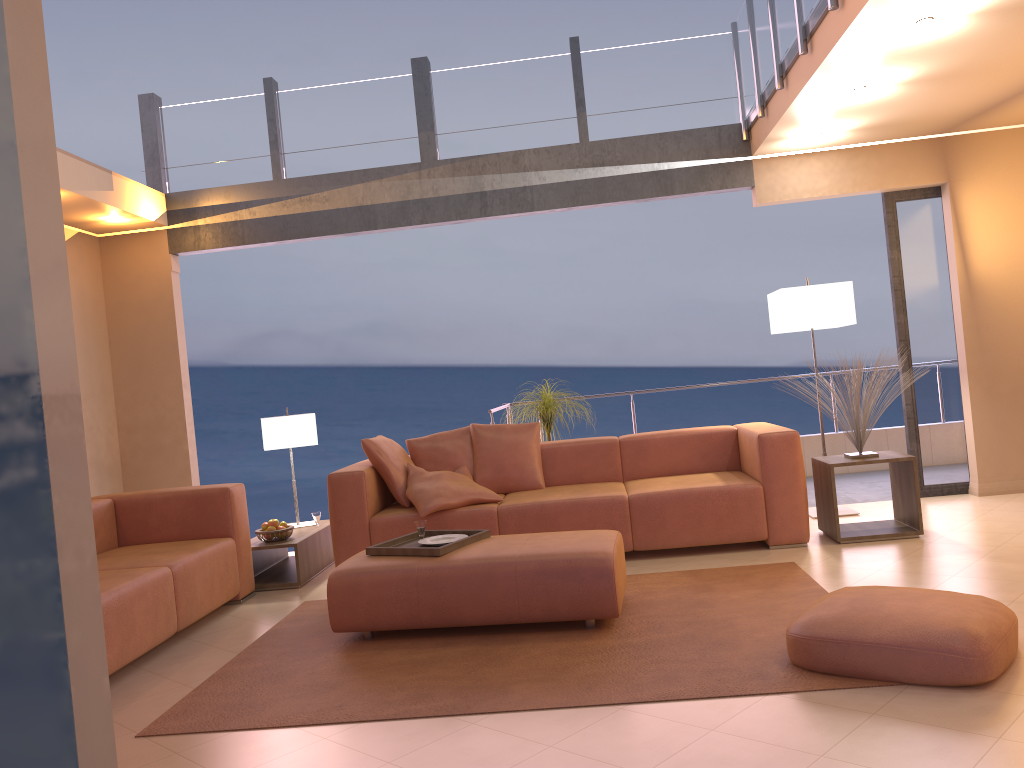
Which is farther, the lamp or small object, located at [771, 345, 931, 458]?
the lamp

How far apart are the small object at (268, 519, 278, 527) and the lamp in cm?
344

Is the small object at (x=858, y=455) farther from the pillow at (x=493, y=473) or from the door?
the pillow at (x=493, y=473)

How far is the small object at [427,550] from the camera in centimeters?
395cm

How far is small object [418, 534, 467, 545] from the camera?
4.3m

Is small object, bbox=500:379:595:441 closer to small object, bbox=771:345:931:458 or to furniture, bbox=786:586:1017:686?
small object, bbox=771:345:931:458

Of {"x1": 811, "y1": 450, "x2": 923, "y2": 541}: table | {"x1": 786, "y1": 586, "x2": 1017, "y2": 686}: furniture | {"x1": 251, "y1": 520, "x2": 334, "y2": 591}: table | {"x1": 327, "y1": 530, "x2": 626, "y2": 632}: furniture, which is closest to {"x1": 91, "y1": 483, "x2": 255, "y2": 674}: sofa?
{"x1": 251, "y1": 520, "x2": 334, "y2": 591}: table

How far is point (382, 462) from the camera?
5.3m

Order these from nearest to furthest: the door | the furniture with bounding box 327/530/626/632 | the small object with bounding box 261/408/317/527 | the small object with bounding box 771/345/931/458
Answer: the furniture with bounding box 327/530/626/632 < the small object with bounding box 771/345/931/458 < the small object with bounding box 261/408/317/527 < the door

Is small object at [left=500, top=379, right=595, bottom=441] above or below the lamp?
below
